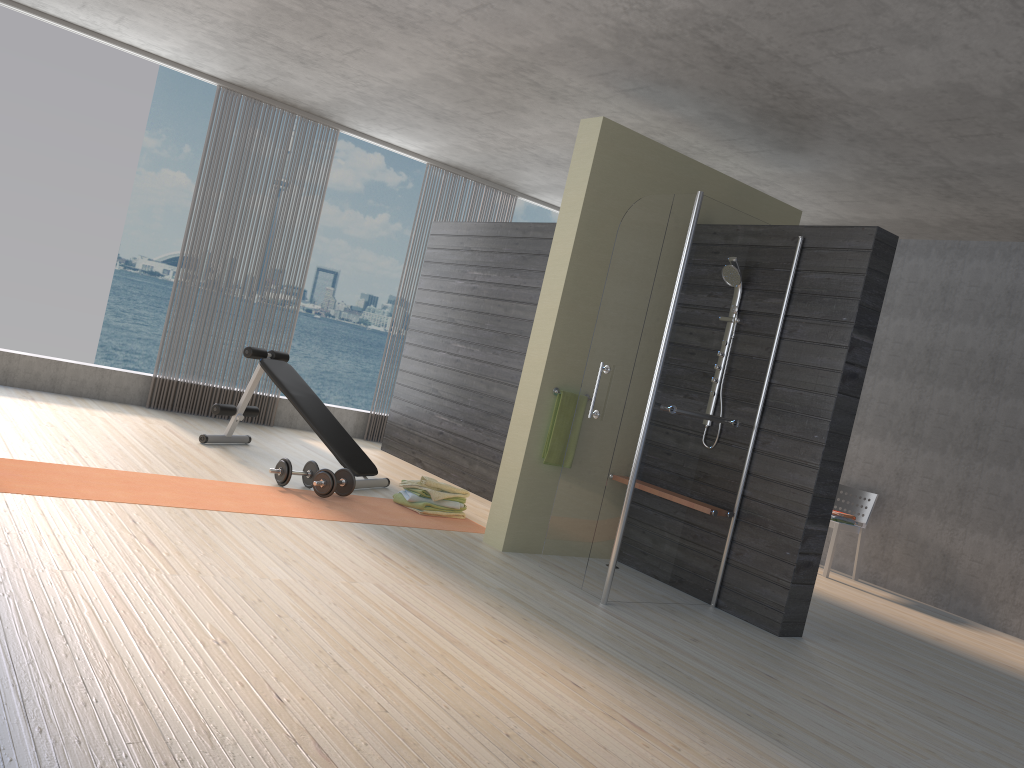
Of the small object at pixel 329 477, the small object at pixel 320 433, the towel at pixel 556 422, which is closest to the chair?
the towel at pixel 556 422

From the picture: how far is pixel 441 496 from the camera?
5.6 meters

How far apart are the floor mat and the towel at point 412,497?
0.1 meters

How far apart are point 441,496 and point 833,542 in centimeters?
317cm

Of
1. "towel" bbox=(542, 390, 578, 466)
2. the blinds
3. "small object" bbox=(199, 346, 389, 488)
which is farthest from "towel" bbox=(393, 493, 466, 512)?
the blinds

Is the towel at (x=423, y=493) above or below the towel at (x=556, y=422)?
below

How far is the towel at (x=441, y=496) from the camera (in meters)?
5.56

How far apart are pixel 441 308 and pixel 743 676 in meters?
4.7

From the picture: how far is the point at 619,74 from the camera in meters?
5.0

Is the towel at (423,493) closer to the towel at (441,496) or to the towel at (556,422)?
the towel at (441,496)
